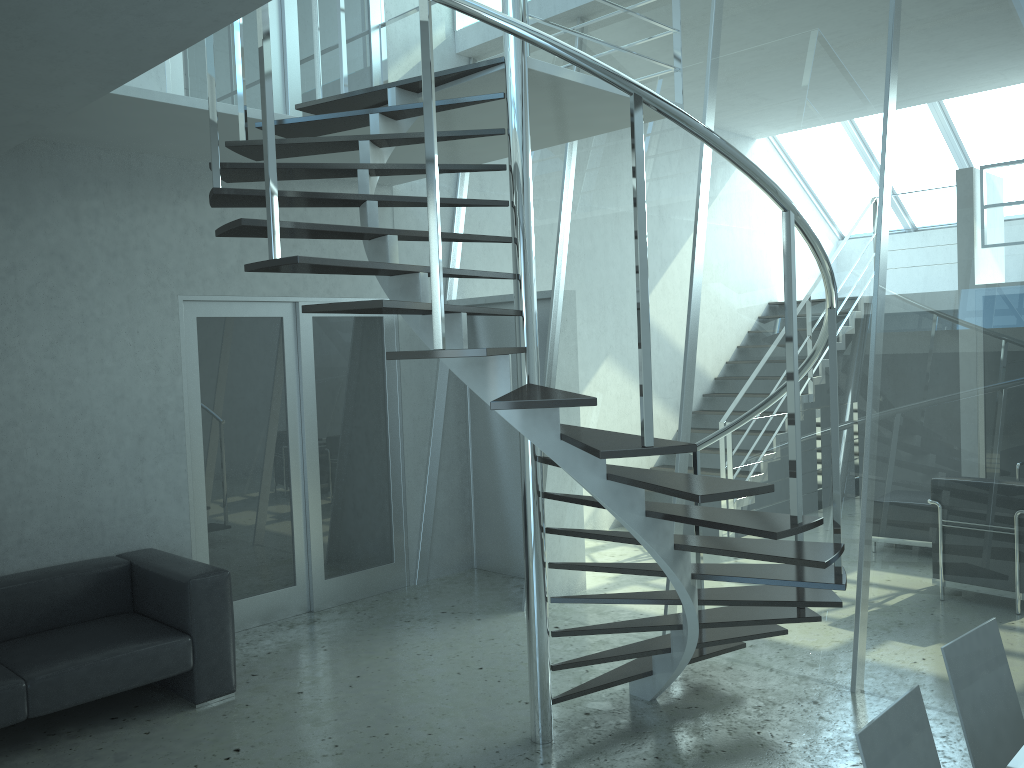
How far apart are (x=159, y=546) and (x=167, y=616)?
0.8m

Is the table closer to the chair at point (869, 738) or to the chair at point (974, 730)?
the chair at point (869, 738)

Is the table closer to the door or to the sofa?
the sofa

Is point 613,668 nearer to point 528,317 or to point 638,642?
point 638,642

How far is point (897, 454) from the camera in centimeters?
433cm

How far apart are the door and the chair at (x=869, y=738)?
4.4 meters

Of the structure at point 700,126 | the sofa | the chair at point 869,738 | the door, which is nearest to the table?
the chair at point 869,738

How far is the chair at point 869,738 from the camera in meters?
2.0

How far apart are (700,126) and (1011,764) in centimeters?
187cm

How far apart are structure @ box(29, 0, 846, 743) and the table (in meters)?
0.91
